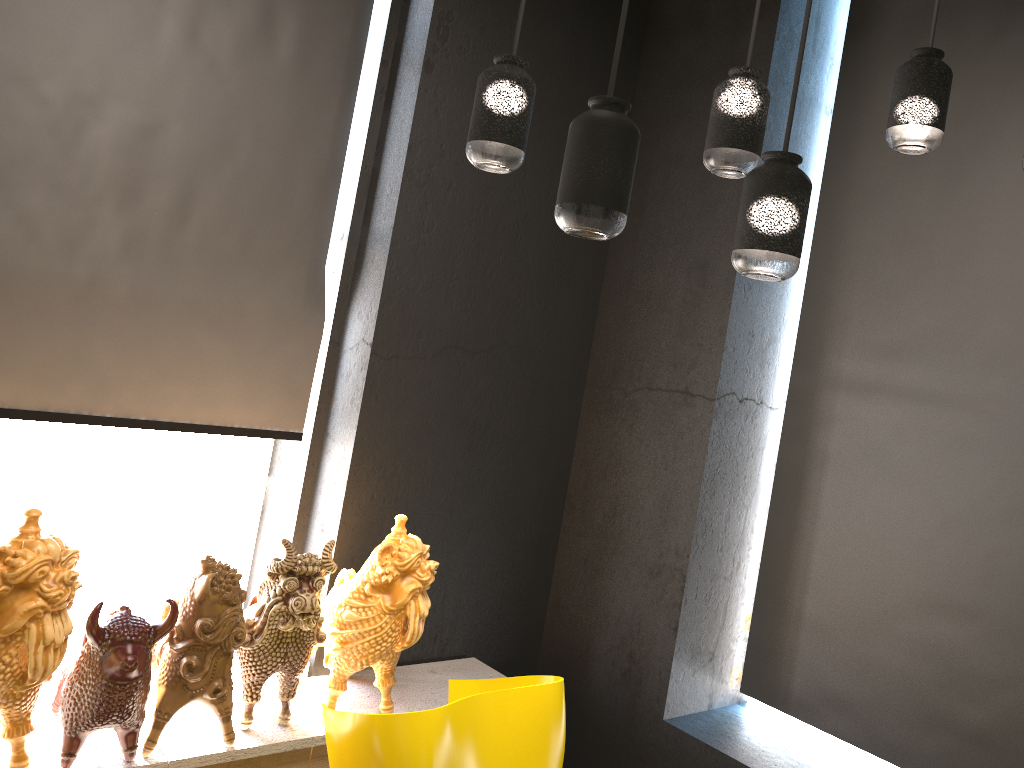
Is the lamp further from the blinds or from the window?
the window

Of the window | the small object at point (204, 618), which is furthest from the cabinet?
the window

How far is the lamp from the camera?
1.43m

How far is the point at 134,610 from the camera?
3.22m

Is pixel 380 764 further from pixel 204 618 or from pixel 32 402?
pixel 32 402

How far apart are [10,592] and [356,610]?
1.0 meters

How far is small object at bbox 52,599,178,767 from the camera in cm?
222

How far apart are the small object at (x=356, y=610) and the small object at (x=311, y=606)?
0.0m

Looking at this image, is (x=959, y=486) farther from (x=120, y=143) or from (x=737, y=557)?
(x=120, y=143)

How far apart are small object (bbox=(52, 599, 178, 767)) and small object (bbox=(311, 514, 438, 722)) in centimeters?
57cm
